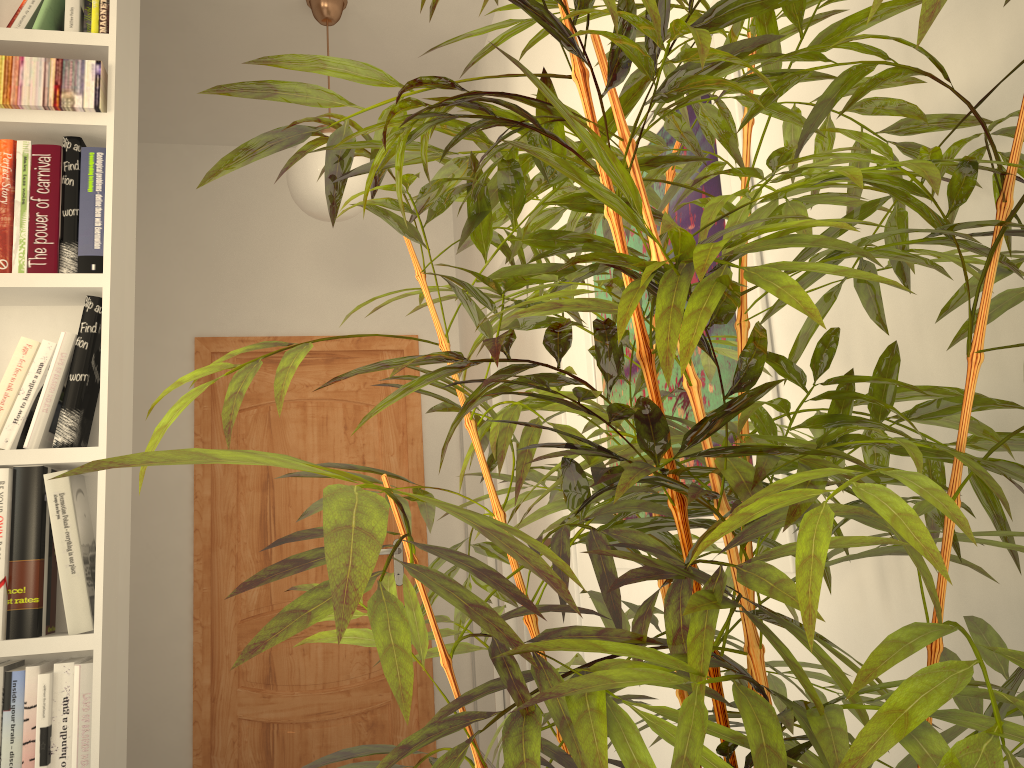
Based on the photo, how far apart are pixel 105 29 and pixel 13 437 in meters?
0.9 m

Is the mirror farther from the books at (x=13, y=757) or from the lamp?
the books at (x=13, y=757)

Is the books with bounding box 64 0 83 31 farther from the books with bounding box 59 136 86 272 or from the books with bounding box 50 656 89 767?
the books with bounding box 50 656 89 767

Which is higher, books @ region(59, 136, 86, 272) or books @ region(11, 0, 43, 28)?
books @ region(11, 0, 43, 28)

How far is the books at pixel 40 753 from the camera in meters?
1.6 m

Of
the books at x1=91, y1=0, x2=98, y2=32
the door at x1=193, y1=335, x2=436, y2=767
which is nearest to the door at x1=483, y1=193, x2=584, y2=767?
the door at x1=193, y1=335, x2=436, y2=767

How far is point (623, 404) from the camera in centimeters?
48cm

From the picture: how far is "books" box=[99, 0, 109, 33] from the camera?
1.92m

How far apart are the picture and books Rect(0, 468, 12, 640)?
1.20m

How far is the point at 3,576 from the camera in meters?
1.7 m
